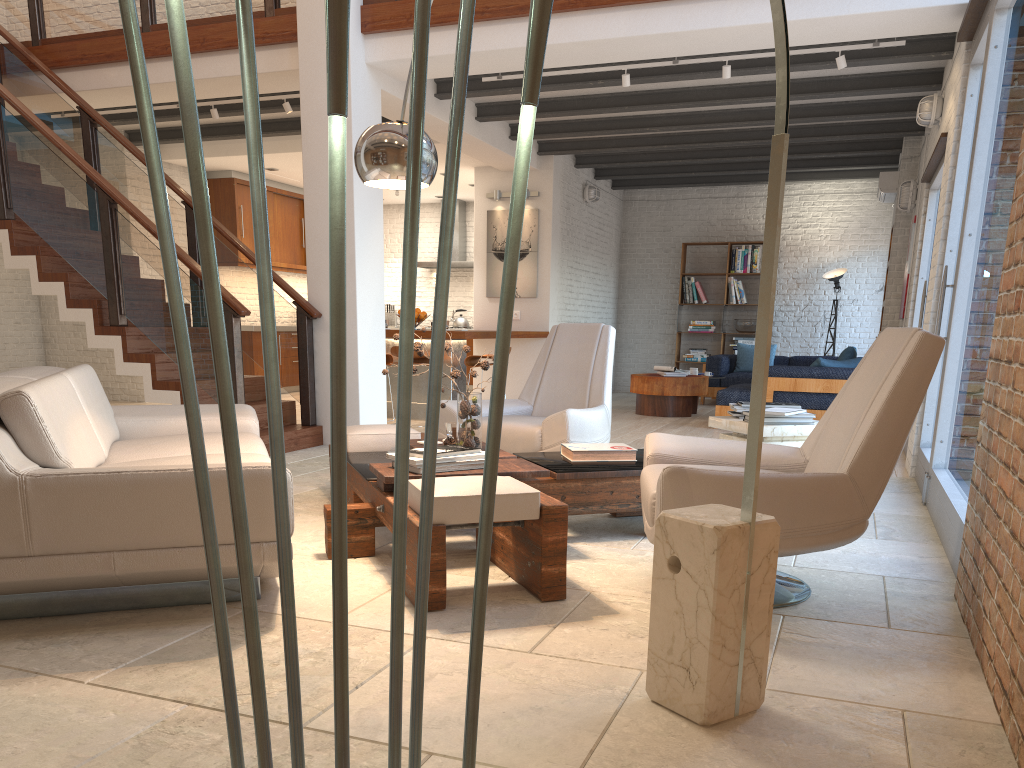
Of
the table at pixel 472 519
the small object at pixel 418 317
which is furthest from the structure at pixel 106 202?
the small object at pixel 418 317

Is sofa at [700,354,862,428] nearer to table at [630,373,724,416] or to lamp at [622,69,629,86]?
table at [630,373,724,416]

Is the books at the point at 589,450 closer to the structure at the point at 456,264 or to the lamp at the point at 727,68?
the lamp at the point at 727,68

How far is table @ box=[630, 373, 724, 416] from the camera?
9.9 meters

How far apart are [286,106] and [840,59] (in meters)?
4.80

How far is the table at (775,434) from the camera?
4.5 meters

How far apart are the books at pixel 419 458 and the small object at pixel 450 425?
0.8m

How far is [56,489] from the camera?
2.6m

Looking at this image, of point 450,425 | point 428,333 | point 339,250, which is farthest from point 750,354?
point 339,250

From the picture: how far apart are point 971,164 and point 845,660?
3.4m
